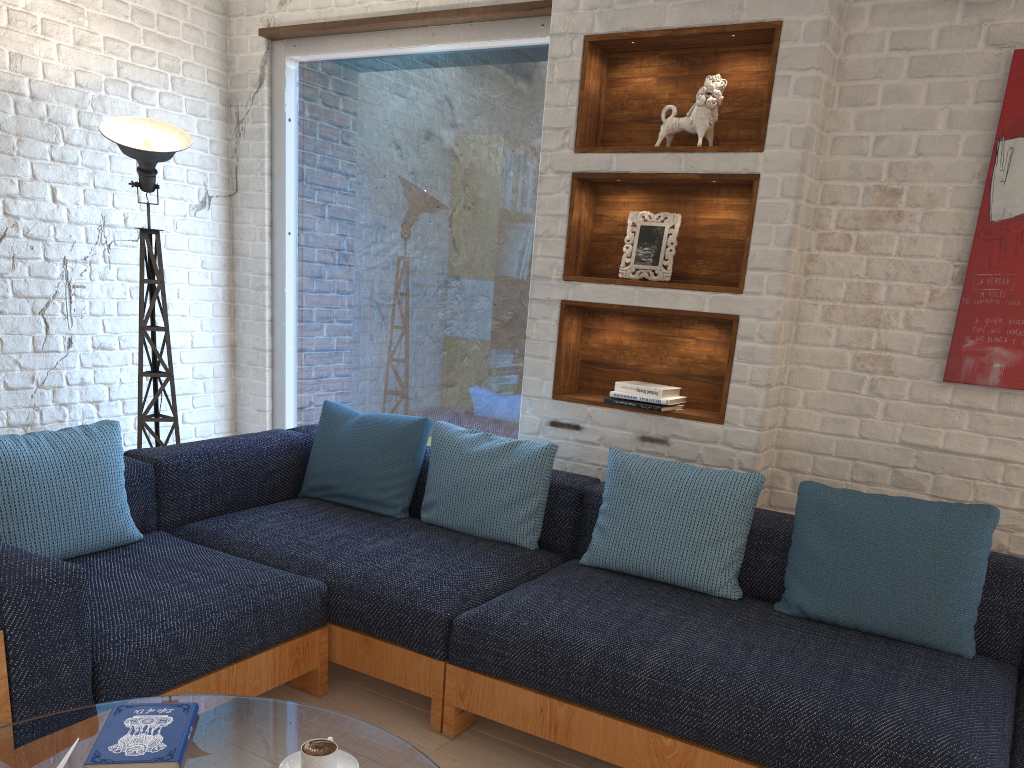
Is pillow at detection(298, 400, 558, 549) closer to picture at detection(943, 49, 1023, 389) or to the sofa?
the sofa

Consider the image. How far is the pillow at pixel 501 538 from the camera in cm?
305

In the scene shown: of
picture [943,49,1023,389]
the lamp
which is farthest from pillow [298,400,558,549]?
picture [943,49,1023,389]

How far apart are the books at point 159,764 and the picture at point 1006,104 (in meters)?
2.40

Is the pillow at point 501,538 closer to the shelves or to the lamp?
the shelves

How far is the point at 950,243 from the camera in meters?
2.8 m

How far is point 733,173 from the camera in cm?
301

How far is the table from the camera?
1.6 meters

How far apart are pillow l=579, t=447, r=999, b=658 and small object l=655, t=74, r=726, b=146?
1.1m

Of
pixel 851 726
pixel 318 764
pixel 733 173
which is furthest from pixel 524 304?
pixel 318 764
